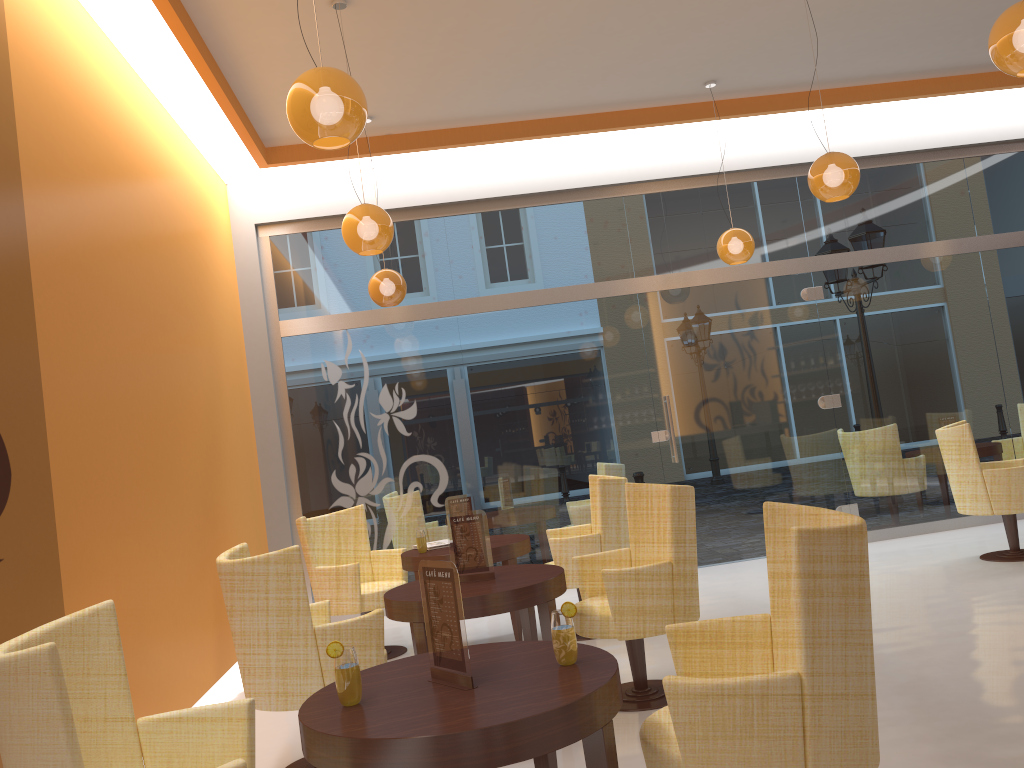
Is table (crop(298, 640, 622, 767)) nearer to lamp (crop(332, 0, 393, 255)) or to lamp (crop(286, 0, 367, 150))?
lamp (crop(286, 0, 367, 150))

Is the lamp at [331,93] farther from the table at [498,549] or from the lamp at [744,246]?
the lamp at [744,246]

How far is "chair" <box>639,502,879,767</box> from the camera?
2.1m

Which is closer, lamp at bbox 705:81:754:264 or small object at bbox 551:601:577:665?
small object at bbox 551:601:577:665

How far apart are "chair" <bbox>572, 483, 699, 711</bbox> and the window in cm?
308

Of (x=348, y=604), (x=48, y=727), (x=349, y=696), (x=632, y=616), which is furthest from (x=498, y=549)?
(x=48, y=727)

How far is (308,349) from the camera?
7.7 meters

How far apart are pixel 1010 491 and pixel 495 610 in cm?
429

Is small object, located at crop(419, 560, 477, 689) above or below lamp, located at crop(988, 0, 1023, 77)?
below

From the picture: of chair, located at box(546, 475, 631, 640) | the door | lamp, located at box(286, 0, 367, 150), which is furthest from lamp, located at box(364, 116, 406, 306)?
lamp, located at box(286, 0, 367, 150)
